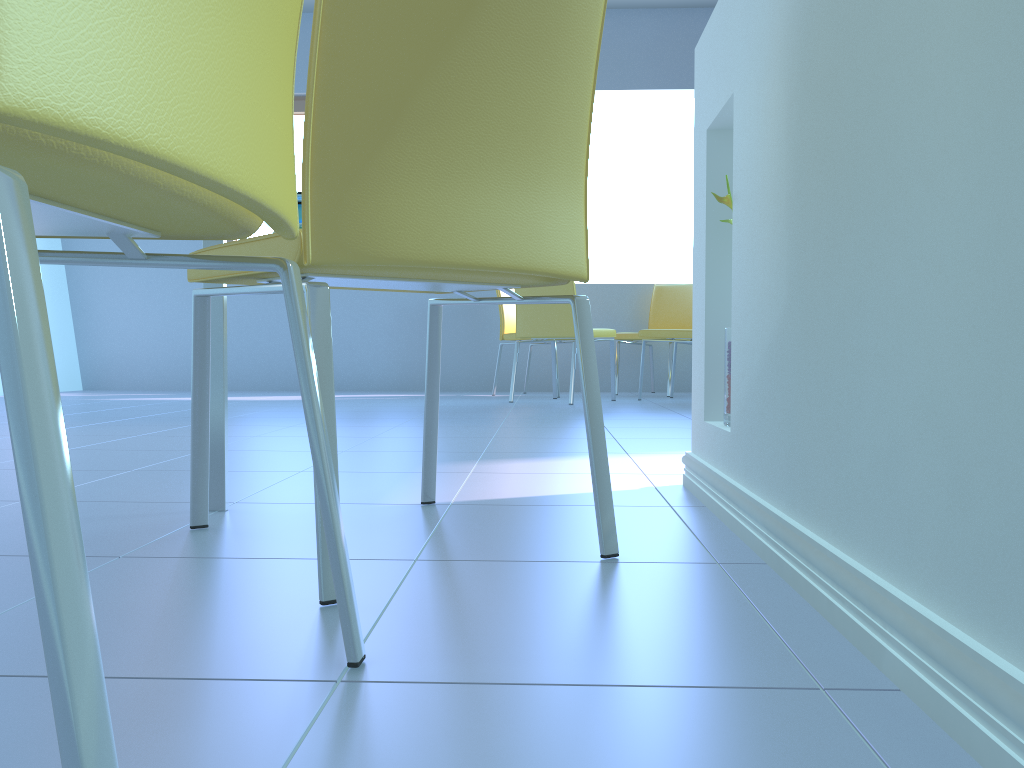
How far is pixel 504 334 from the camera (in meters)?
5.25

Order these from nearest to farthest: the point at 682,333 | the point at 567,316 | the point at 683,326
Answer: the point at 567,316
the point at 682,333
the point at 683,326

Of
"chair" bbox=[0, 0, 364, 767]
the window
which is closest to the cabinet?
"chair" bbox=[0, 0, 364, 767]

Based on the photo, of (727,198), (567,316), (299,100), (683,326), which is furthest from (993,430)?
(299,100)

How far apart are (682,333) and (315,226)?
3.9m

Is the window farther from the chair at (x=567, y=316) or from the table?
the table

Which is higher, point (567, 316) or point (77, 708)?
point (567, 316)

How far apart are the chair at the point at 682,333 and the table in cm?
350

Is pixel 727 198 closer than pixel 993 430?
No

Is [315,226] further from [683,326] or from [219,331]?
[683,326]
